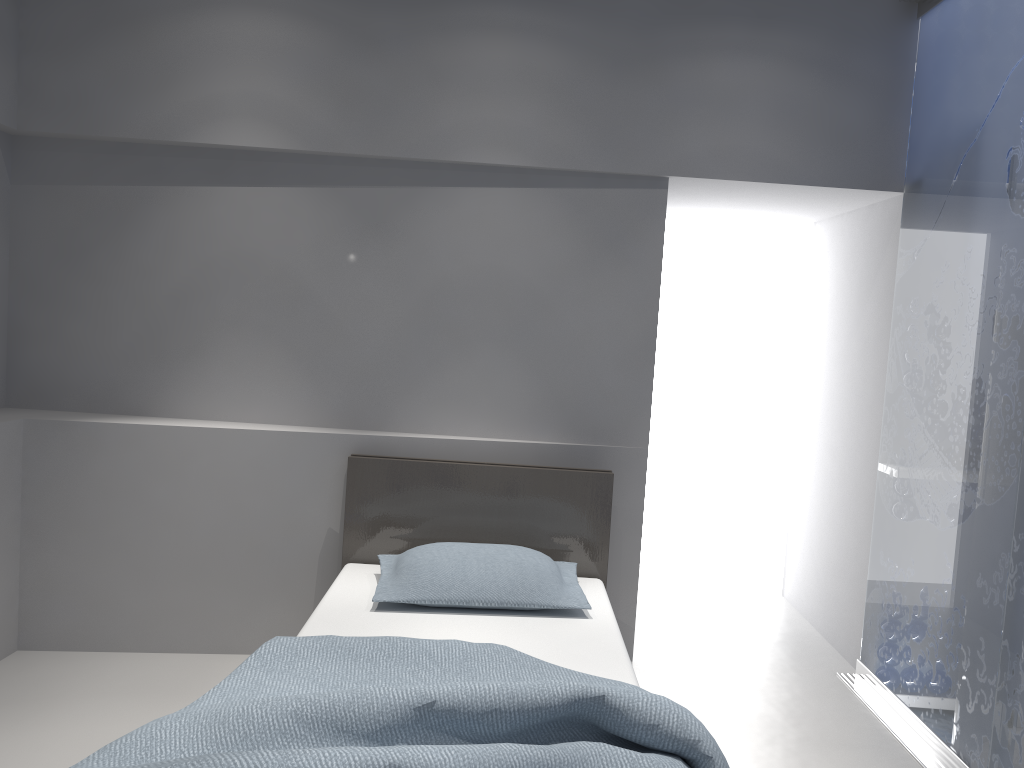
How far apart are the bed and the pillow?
0.03m

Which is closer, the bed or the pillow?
the bed

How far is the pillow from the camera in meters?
2.9 m

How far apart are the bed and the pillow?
0.0 meters

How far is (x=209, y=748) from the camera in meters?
1.8 m

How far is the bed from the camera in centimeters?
182cm

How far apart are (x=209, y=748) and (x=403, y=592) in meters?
1.1 m

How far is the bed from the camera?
1.8m

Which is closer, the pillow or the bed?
the bed
